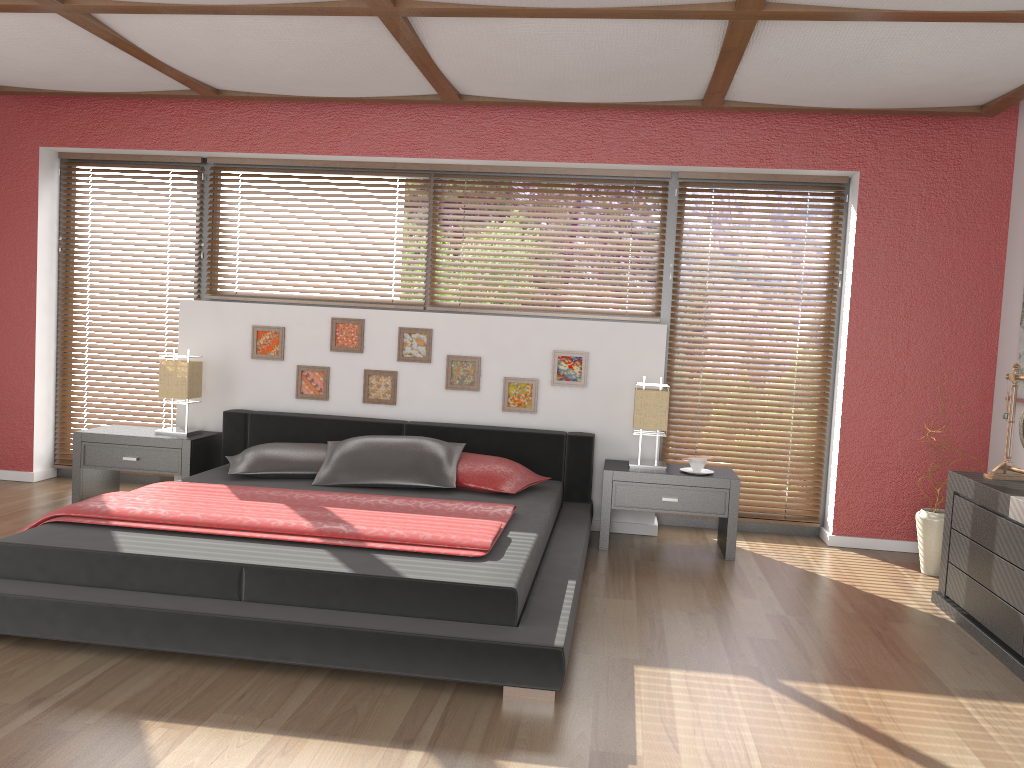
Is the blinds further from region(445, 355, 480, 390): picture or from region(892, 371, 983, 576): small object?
region(445, 355, 480, 390): picture

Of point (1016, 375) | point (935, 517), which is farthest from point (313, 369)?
point (1016, 375)

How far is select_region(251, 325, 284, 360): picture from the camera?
5.26m

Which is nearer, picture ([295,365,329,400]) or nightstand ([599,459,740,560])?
nightstand ([599,459,740,560])

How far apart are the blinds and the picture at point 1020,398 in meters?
1.0

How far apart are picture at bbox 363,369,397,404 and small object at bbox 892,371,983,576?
2.9 meters

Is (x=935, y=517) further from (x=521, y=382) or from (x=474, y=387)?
(x=474, y=387)

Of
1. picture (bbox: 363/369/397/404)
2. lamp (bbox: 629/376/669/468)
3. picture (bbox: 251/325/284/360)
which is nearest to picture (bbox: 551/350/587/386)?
lamp (bbox: 629/376/669/468)

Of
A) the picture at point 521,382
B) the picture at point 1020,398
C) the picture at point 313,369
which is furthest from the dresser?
the picture at point 313,369

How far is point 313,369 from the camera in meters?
5.2 m
